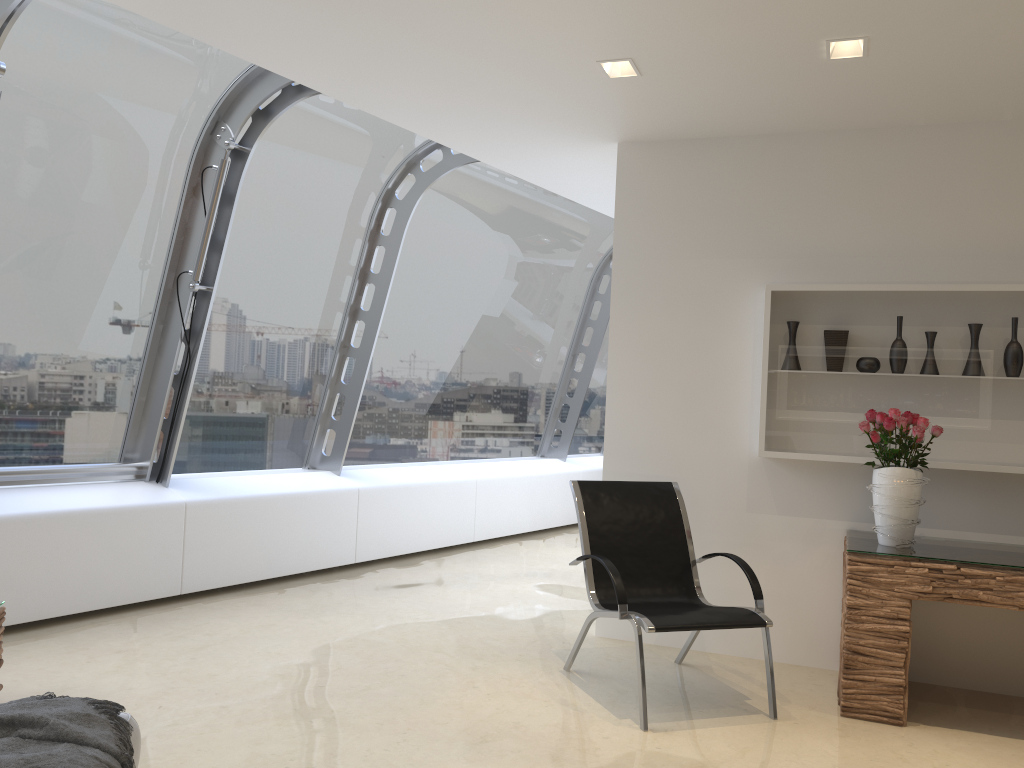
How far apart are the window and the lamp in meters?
1.8

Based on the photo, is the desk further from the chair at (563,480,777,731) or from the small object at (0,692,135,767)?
the small object at (0,692,135,767)

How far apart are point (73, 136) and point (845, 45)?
3.92m

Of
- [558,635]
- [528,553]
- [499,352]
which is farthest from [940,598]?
[499,352]

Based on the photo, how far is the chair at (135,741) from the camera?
2.5 meters

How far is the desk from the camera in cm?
381

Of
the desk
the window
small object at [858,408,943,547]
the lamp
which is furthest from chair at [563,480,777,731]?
the window

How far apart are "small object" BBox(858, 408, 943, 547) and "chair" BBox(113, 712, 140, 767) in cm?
325

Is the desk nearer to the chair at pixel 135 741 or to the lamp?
the lamp

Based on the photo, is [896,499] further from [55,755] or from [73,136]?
[73,136]
